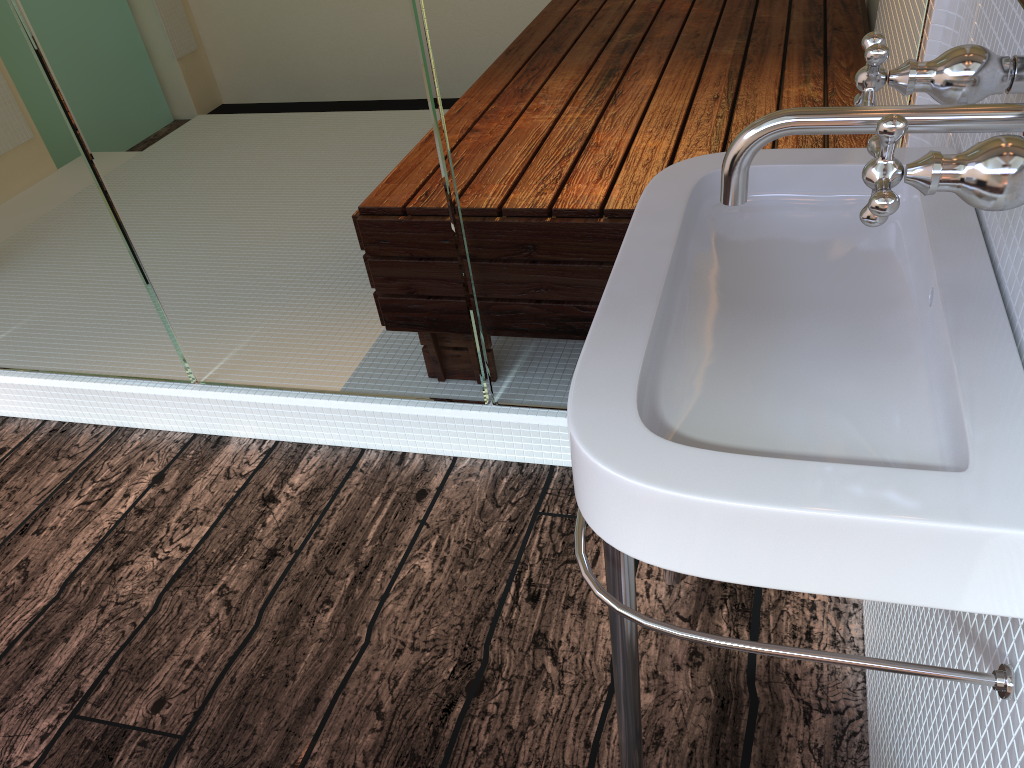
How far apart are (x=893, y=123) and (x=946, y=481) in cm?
23

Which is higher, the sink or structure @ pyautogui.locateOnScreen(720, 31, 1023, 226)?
structure @ pyautogui.locateOnScreen(720, 31, 1023, 226)

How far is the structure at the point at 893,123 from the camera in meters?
0.6 m

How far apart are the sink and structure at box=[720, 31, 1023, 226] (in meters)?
0.10

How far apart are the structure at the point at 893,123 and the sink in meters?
0.1

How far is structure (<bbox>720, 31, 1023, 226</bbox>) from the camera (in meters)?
0.57

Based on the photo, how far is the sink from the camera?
0.6m

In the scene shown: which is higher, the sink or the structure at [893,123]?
the structure at [893,123]
